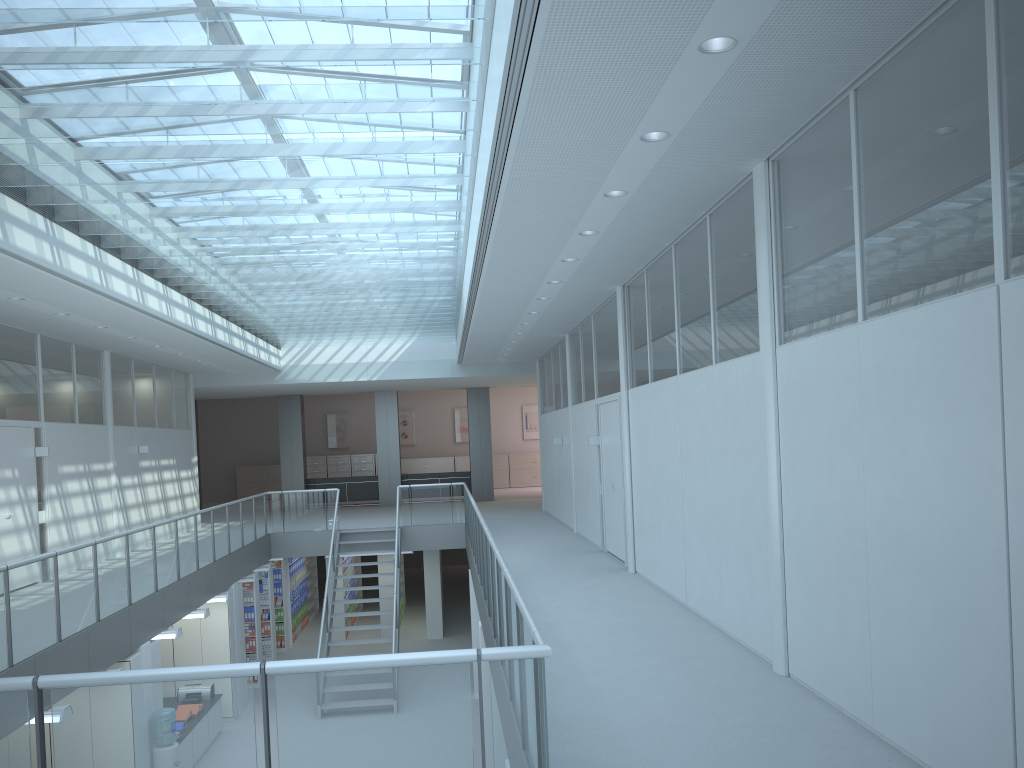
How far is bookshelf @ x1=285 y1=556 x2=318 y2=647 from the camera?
19.5 meters

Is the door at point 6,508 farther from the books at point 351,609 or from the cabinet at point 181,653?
the books at point 351,609

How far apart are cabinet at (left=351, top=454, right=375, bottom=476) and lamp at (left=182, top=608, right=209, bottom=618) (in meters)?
15.64

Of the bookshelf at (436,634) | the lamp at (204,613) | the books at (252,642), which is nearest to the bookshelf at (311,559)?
the bookshelf at (436,634)

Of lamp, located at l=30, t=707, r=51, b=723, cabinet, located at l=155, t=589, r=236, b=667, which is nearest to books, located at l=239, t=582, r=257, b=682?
cabinet, located at l=155, t=589, r=236, b=667

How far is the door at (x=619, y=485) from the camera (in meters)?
10.03

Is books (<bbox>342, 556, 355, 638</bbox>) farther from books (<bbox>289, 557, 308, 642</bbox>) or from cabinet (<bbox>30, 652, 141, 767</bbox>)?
cabinet (<bbox>30, 652, 141, 767</bbox>)

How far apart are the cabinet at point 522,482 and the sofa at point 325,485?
6.1m

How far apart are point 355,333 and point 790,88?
12.56m

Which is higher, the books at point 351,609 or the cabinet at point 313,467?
the cabinet at point 313,467
